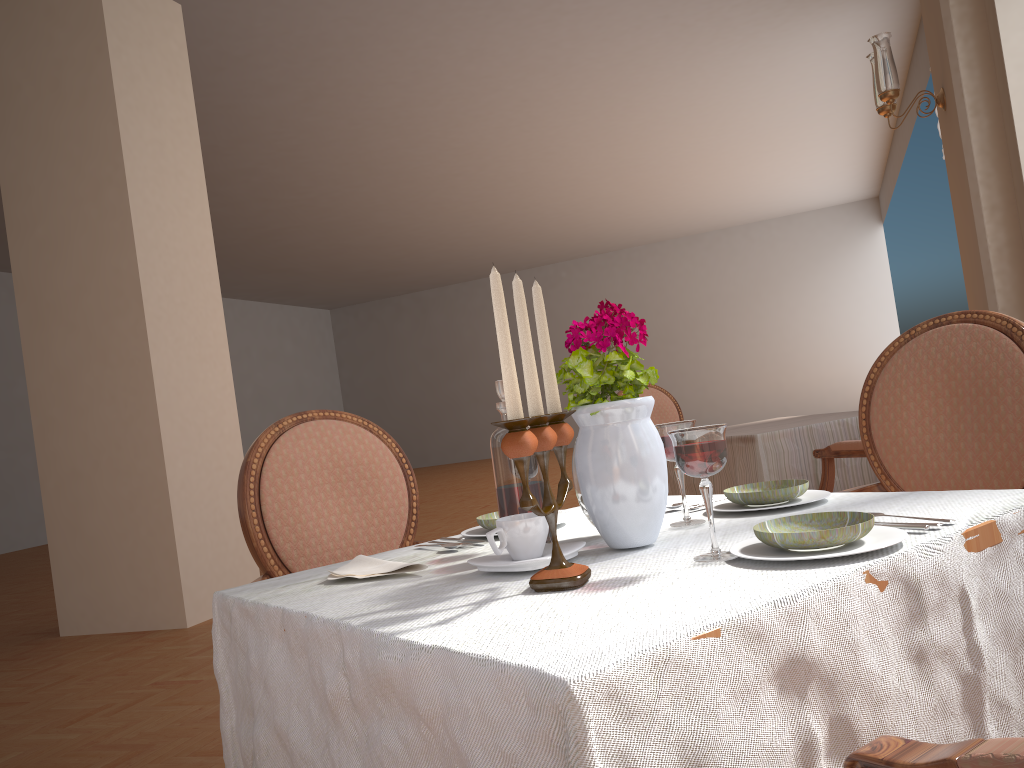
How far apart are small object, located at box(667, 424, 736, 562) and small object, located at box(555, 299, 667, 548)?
0.12m

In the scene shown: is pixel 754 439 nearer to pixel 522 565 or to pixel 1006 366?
pixel 1006 366

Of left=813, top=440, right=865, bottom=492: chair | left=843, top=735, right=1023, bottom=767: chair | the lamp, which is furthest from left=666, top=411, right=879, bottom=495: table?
left=843, top=735, right=1023, bottom=767: chair

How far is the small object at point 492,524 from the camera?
1.34m

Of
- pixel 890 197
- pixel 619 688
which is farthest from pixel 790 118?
pixel 619 688

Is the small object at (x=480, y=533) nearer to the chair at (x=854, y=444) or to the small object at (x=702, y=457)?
the small object at (x=702, y=457)

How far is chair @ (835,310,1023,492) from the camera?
1.6m

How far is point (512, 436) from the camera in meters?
0.8 m

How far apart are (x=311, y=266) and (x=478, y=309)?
5.0m

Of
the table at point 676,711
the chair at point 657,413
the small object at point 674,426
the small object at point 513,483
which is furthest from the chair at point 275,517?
the chair at point 657,413
